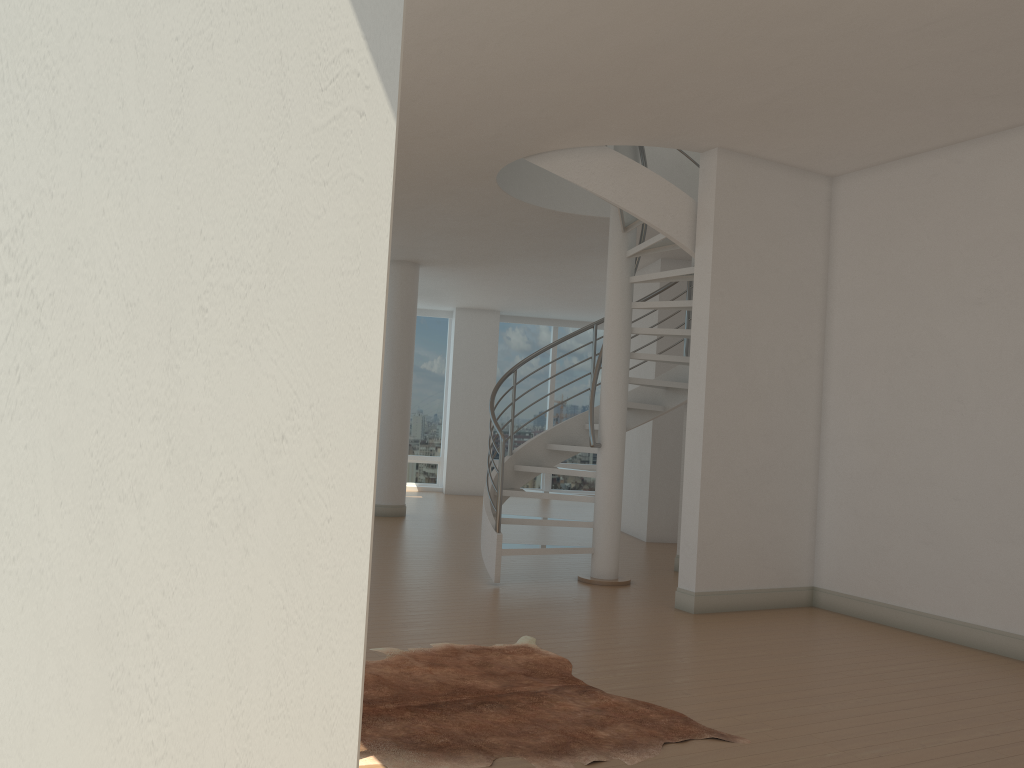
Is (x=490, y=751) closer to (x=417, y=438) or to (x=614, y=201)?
(x=614, y=201)

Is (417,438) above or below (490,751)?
above

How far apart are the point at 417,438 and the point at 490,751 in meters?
13.5 m

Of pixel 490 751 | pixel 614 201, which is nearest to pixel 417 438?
pixel 614 201

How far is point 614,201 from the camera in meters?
6.6 m

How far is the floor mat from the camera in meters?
3.4

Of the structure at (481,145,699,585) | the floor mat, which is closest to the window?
the structure at (481,145,699,585)

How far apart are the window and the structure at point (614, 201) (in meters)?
8.22

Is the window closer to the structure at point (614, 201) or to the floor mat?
the structure at point (614, 201)

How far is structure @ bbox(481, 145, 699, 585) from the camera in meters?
6.6
